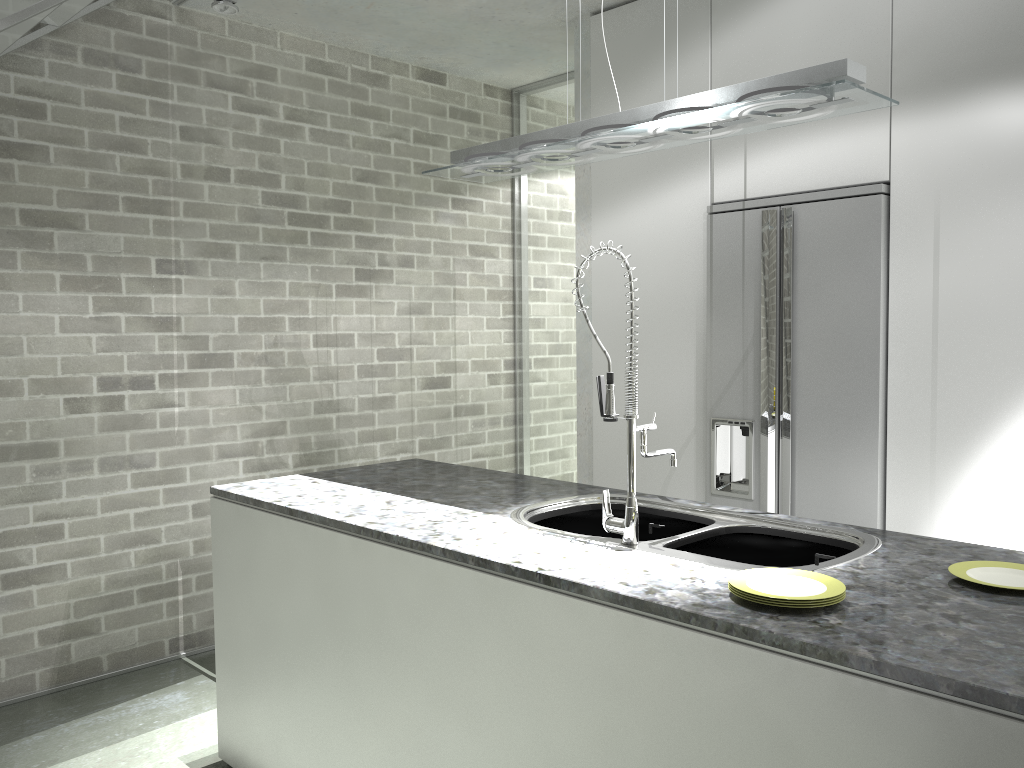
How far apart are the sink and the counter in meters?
0.0 m

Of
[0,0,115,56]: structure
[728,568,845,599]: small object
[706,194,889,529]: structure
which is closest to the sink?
[728,568,845,599]: small object

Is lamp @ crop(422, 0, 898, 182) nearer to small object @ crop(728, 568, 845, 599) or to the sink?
the sink

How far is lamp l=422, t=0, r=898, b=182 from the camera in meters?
2.1

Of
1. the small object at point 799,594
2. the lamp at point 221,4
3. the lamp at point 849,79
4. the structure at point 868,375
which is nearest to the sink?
the small object at point 799,594

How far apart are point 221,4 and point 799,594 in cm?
327

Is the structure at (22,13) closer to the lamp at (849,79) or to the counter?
the lamp at (849,79)

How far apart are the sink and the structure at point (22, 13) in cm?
207

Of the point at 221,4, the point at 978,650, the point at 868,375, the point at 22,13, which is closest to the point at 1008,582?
the point at 978,650

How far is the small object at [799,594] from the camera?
1.7m
